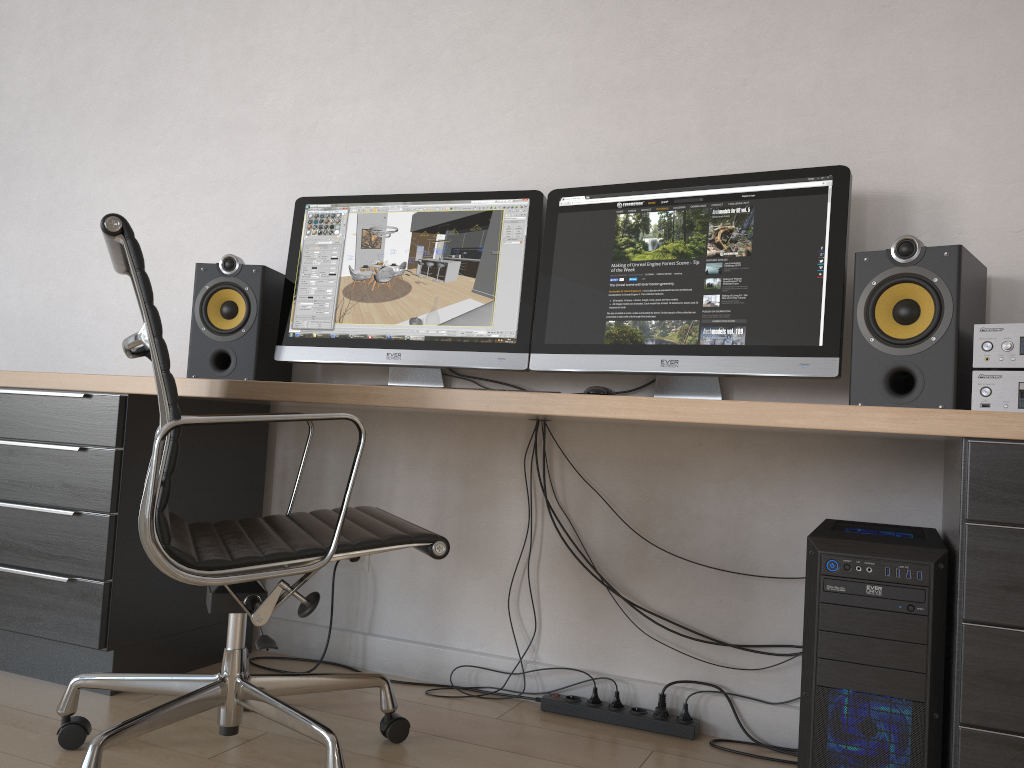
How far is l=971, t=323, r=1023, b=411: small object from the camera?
1.6 meters

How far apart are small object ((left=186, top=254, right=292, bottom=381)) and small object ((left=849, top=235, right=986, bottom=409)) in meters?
1.5 m

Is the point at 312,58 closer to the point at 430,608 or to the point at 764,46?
the point at 764,46

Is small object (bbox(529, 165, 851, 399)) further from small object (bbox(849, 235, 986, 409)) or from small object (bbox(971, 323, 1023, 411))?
small object (bbox(971, 323, 1023, 411))

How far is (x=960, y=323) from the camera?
1.7m

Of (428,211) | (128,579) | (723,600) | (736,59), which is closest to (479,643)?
(723,600)

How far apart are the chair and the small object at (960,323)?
0.85m

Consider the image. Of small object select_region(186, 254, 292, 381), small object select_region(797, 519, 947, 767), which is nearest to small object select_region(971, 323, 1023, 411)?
small object select_region(797, 519, 947, 767)

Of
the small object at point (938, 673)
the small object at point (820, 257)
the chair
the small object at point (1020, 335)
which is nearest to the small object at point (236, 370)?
the chair

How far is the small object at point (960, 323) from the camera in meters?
1.7
